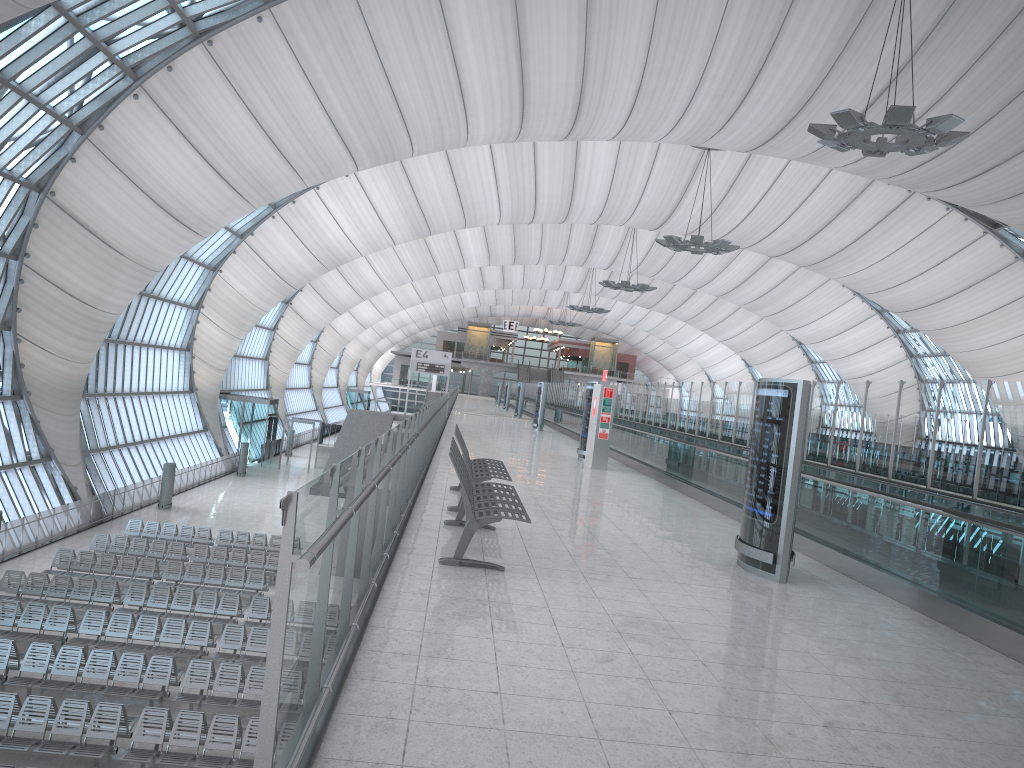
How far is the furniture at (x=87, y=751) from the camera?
13.1m

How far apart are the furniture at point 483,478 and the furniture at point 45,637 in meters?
11.0

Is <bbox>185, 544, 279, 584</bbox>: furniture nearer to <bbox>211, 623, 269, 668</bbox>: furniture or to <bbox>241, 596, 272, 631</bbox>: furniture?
<bbox>241, 596, 272, 631</bbox>: furniture

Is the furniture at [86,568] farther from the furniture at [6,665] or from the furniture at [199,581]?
the furniture at [6,665]

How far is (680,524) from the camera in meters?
11.5 m

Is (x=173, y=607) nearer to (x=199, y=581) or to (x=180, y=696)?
(x=199, y=581)

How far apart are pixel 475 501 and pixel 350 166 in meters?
26.8

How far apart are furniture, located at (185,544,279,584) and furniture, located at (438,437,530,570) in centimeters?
1760cm

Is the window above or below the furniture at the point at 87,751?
above

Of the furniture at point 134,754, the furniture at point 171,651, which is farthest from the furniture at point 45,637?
the furniture at point 134,754
